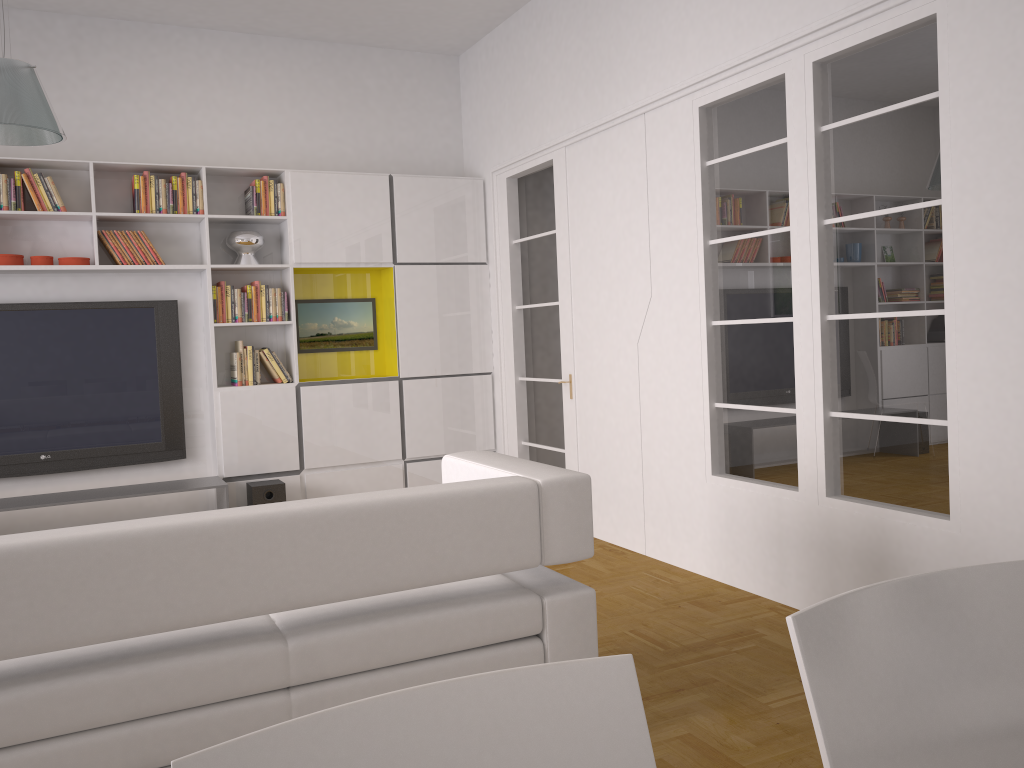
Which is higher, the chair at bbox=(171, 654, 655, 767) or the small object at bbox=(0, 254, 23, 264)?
the small object at bbox=(0, 254, 23, 264)

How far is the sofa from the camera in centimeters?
208cm

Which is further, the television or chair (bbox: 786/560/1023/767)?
the television

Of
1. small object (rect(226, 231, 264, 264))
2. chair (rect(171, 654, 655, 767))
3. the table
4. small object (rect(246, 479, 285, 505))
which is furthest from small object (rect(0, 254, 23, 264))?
chair (rect(171, 654, 655, 767))

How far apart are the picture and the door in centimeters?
100cm

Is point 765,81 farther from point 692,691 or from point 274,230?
point 274,230

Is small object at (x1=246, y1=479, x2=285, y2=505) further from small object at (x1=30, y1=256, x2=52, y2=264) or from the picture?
small object at (x1=30, y1=256, x2=52, y2=264)

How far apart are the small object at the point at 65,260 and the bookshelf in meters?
0.1 m

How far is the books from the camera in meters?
5.4 m

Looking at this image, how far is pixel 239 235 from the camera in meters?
5.9 m
